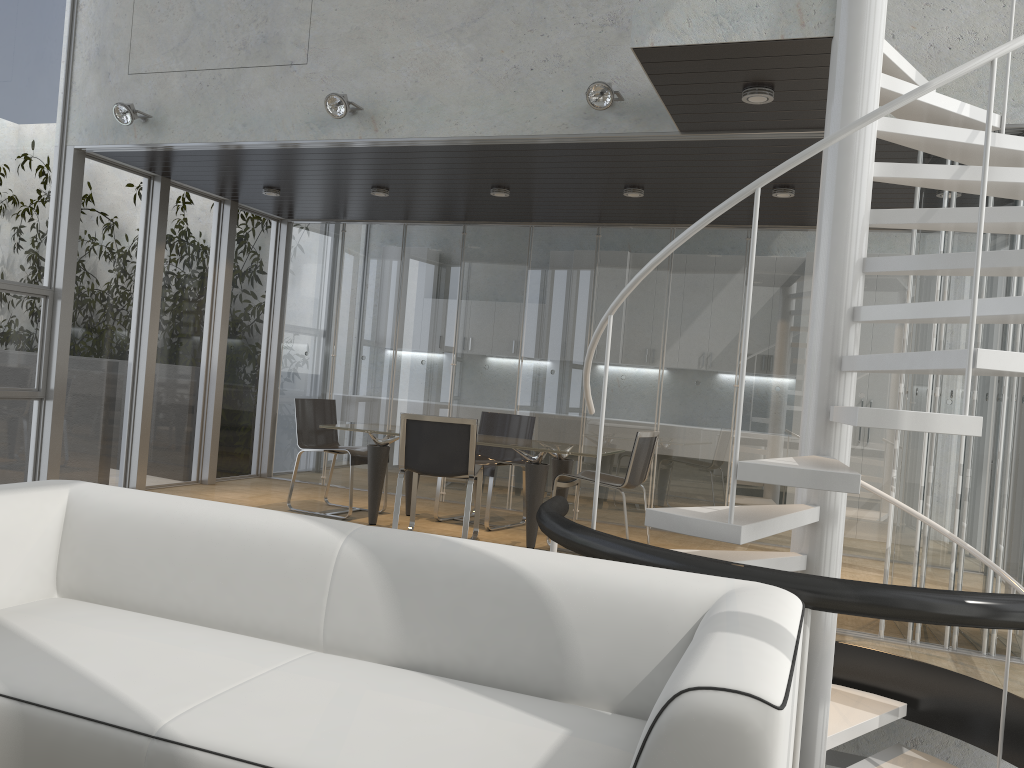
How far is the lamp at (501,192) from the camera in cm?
690

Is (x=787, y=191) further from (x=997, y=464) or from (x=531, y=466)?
(x=531, y=466)

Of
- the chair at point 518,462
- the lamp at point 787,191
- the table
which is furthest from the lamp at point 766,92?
the chair at point 518,462

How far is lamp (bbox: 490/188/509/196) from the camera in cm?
690

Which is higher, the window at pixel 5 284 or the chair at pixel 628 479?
the window at pixel 5 284

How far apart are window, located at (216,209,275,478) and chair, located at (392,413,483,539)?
2.9 meters

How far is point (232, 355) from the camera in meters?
8.7

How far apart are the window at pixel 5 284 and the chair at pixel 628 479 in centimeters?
391cm

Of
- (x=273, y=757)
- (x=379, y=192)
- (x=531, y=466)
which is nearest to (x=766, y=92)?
(x=531, y=466)

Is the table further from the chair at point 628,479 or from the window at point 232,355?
the window at point 232,355
